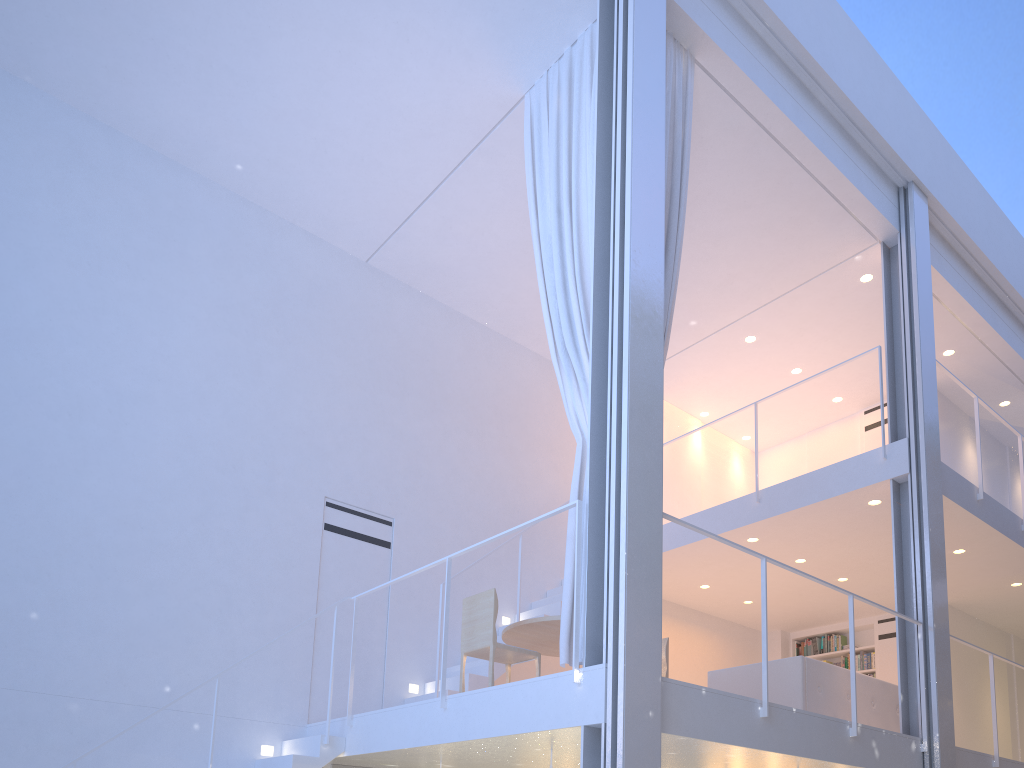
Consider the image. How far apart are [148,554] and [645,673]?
2.1m

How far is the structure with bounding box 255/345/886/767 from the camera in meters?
3.0

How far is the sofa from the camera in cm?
335

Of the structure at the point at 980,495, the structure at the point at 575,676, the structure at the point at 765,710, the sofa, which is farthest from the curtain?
the structure at the point at 980,495

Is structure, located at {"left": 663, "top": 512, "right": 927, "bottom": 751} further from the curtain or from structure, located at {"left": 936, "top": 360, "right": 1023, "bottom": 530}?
structure, located at {"left": 936, "top": 360, "right": 1023, "bottom": 530}

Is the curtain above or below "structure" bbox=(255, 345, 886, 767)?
above

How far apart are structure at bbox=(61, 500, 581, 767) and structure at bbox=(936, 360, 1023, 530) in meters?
2.6 m

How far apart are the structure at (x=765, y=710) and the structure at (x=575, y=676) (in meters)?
0.28

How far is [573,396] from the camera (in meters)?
2.87

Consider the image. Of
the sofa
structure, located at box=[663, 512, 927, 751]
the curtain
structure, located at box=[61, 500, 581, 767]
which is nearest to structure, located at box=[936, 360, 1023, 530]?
the sofa
